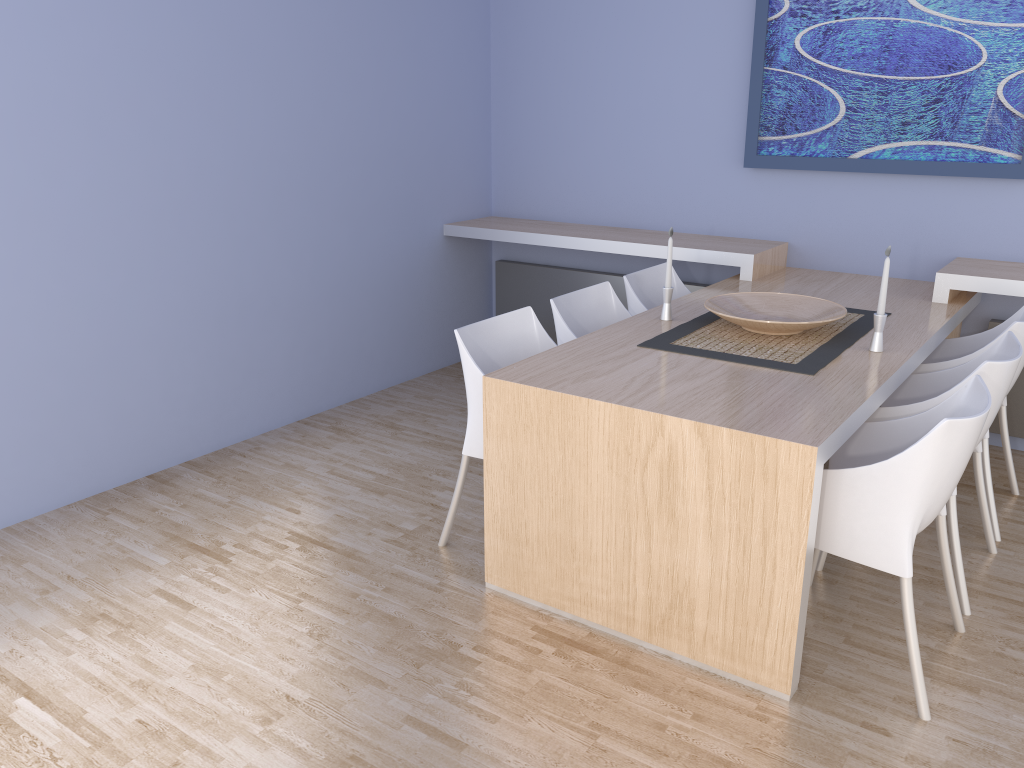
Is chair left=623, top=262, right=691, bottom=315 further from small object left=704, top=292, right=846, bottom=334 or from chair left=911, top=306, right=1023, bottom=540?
chair left=911, top=306, right=1023, bottom=540

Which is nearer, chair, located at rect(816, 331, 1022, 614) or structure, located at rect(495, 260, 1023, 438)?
chair, located at rect(816, 331, 1022, 614)

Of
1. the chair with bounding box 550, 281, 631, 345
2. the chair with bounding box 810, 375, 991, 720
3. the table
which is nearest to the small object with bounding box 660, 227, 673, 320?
the table

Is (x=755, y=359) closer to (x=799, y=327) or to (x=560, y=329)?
(x=799, y=327)

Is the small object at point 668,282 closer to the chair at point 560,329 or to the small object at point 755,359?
the small object at point 755,359

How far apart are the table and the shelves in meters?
0.0 m

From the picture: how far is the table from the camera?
2.2m

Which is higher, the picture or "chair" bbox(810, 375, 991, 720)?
the picture

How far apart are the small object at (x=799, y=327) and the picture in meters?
1.1

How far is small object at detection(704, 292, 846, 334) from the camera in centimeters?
299cm
